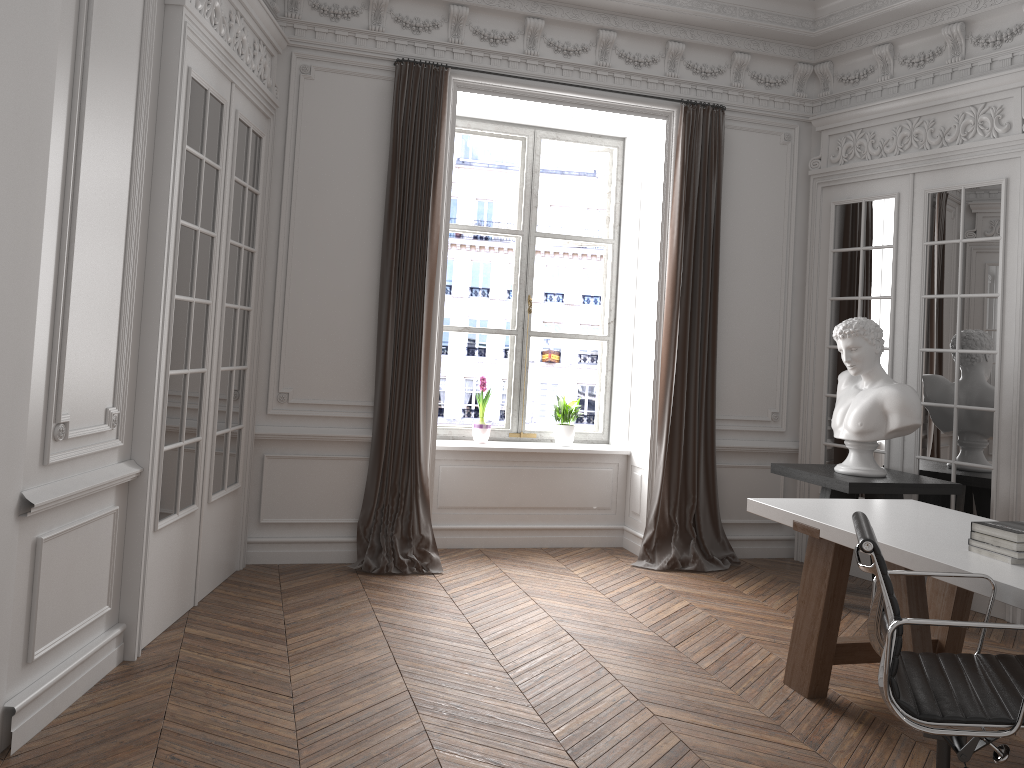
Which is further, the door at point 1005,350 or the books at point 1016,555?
the door at point 1005,350

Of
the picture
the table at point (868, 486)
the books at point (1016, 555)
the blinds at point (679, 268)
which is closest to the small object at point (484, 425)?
the picture

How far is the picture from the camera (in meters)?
6.46

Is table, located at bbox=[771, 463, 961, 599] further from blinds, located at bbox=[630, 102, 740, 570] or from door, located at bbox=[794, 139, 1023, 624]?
blinds, located at bbox=[630, 102, 740, 570]

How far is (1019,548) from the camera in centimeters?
294cm

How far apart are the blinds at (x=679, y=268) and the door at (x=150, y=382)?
2.5m

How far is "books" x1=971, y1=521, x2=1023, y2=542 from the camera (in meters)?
2.94

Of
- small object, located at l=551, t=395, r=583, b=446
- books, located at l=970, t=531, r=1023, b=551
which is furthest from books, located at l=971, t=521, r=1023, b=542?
small object, located at l=551, t=395, r=583, b=446

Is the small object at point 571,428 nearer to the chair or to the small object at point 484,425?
the small object at point 484,425

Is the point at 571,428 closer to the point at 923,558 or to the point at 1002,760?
the point at 923,558
